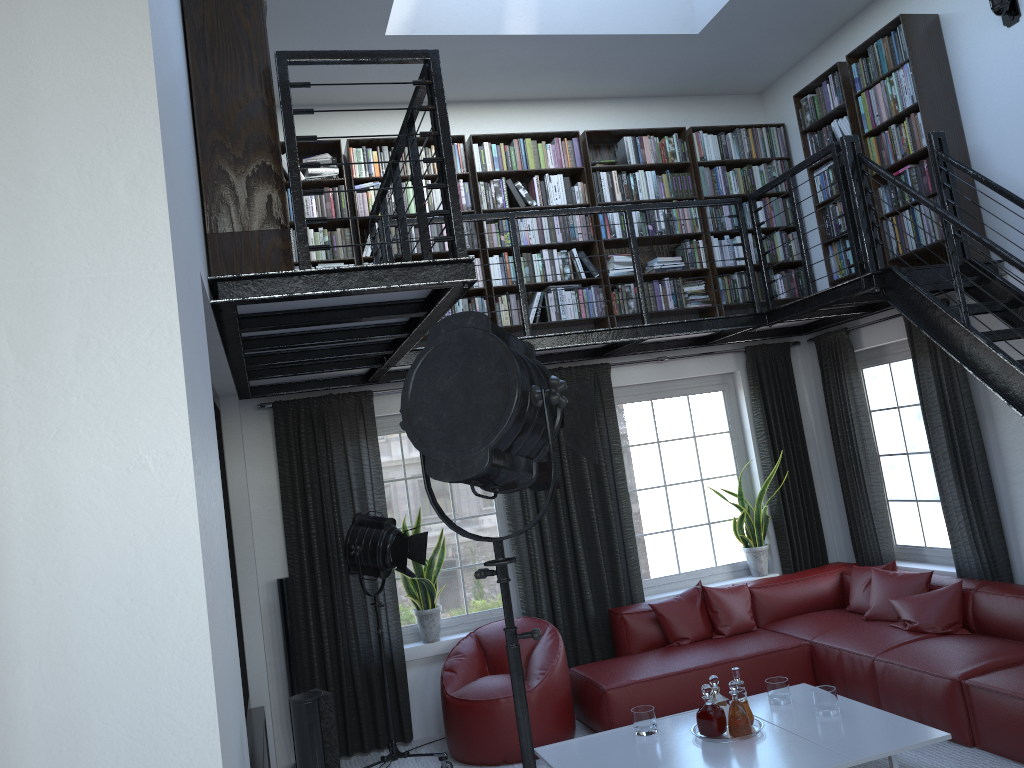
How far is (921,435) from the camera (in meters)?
6.36

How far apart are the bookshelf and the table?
2.76m

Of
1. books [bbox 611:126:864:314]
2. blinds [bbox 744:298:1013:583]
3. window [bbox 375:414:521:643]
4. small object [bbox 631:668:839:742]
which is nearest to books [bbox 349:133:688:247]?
books [bbox 611:126:864:314]

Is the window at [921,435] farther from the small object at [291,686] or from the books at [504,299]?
the small object at [291,686]

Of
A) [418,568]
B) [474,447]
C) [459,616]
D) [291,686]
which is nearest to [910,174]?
[418,568]

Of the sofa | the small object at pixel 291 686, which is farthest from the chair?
the small object at pixel 291 686

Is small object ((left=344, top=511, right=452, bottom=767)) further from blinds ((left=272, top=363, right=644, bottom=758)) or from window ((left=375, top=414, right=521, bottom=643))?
window ((left=375, top=414, right=521, bottom=643))

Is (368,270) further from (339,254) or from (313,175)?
(313,175)

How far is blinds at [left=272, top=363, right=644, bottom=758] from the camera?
5.9m

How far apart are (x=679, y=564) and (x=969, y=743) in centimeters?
261cm
